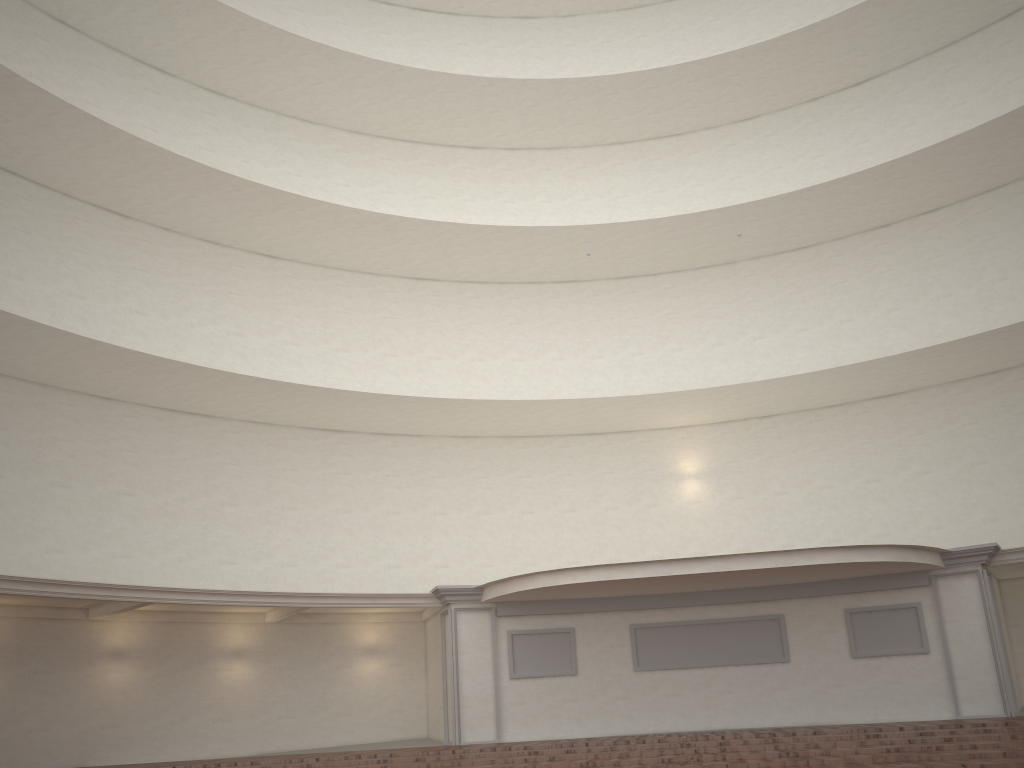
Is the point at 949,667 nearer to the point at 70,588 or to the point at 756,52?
the point at 756,52
